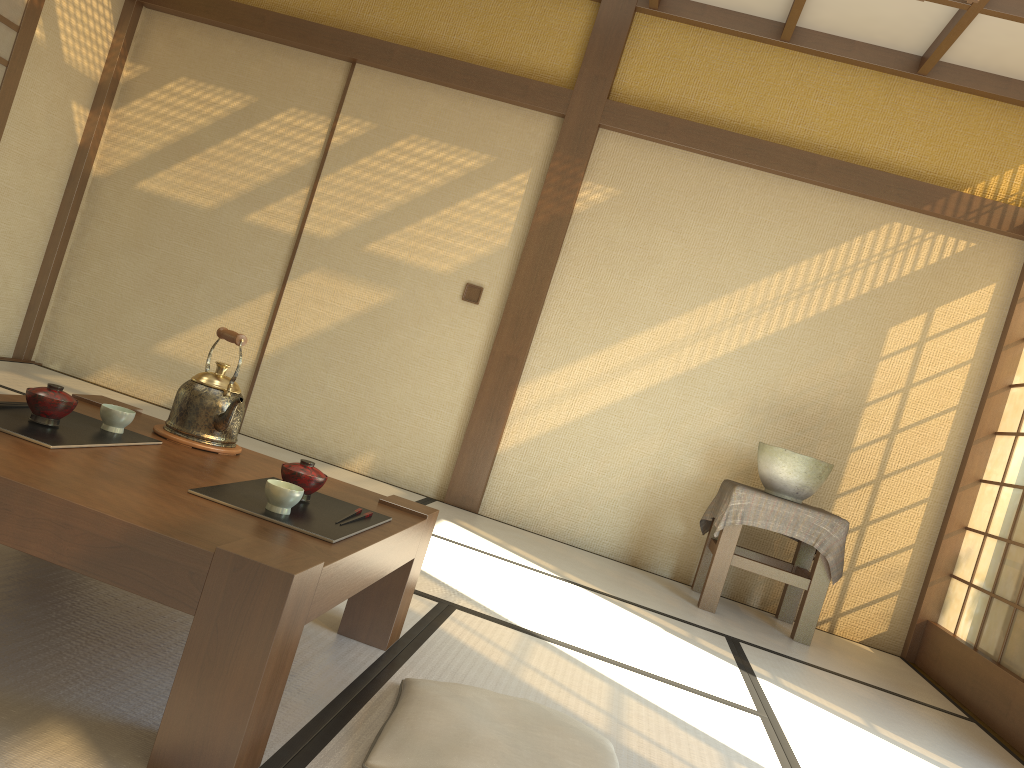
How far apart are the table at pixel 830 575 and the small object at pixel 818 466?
0.1m

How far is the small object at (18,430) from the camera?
1.7m

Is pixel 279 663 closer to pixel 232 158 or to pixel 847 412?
pixel 847 412

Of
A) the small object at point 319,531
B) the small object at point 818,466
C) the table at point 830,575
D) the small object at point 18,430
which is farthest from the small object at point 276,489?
the small object at point 818,466

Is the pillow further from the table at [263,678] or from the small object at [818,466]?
the small object at [818,466]

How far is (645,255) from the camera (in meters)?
4.83

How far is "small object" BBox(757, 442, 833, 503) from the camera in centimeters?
411cm

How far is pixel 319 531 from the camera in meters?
1.7

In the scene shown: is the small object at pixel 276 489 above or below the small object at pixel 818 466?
below

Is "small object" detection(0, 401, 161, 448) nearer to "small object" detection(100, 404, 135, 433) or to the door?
"small object" detection(100, 404, 135, 433)
